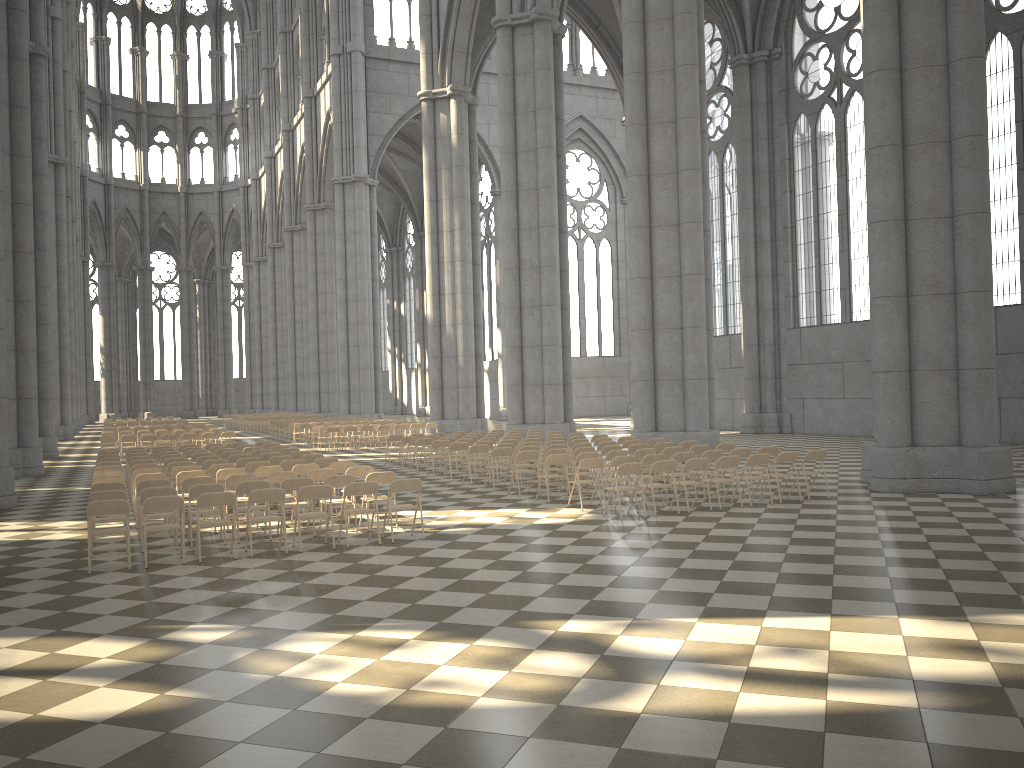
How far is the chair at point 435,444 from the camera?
20.16m

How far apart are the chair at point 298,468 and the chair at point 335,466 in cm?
39

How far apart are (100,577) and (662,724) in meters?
7.1

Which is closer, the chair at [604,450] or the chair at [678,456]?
the chair at [678,456]

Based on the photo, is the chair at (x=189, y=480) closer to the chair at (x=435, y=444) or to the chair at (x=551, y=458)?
the chair at (x=551, y=458)

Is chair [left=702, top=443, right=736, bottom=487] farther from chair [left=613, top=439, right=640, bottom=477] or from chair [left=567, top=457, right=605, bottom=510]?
chair [left=567, top=457, right=605, bottom=510]

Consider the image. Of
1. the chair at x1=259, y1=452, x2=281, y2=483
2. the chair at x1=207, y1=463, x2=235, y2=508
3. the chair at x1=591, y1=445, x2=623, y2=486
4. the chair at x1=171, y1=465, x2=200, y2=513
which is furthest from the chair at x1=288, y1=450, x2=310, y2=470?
the chair at x1=591, y1=445, x2=623, y2=486

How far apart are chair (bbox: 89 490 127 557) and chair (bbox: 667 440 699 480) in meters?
10.3 m

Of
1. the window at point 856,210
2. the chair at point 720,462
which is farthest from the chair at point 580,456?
the window at point 856,210

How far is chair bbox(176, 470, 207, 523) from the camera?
13.6m
